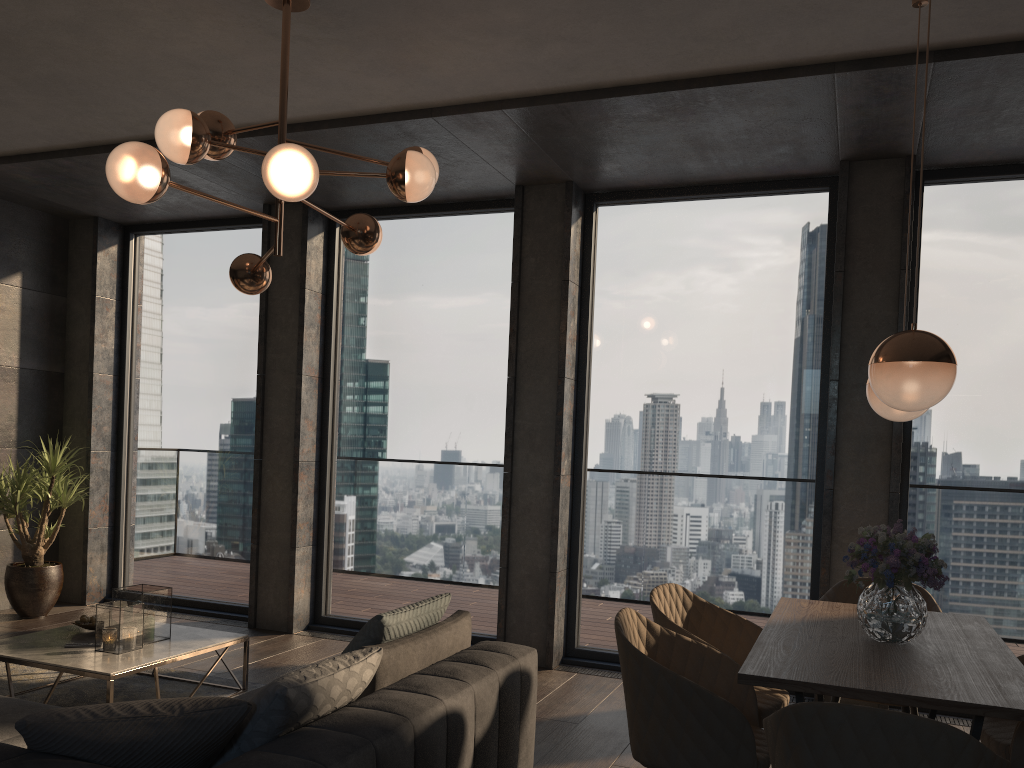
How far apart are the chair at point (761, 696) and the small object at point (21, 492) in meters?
4.5

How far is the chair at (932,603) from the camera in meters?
3.8

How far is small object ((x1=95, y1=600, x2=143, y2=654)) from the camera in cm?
405

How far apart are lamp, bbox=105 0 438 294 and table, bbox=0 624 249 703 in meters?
1.7

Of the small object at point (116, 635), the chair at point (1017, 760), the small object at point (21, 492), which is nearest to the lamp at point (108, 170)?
the small object at point (116, 635)

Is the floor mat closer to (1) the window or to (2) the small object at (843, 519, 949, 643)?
(1) the window

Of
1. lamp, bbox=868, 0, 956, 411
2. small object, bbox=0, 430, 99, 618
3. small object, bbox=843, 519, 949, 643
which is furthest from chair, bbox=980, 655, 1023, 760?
small object, bbox=0, 430, 99, 618

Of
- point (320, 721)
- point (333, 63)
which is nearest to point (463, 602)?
point (333, 63)

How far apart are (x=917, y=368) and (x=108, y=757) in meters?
2.3

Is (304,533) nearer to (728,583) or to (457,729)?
(728,583)
